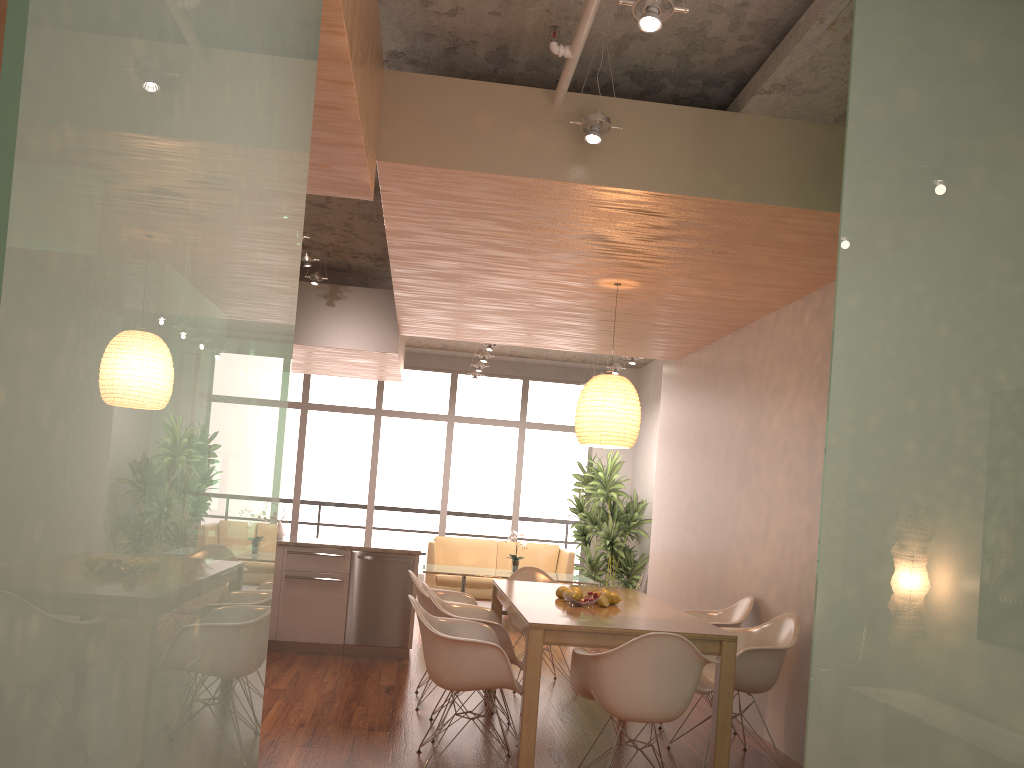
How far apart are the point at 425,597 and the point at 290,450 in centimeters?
706cm

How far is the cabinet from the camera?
7.03m

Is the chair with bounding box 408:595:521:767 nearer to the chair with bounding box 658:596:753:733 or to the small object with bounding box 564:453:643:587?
the chair with bounding box 658:596:753:733

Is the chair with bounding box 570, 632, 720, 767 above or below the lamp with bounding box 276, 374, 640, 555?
below

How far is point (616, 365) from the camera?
10.25m

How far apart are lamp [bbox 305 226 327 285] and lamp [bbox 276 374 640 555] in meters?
2.1

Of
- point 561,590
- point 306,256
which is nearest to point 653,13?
point 561,590

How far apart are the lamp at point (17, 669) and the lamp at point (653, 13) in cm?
133

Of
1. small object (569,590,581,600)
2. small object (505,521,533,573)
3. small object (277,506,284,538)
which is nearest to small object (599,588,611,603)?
small object (569,590,581,600)

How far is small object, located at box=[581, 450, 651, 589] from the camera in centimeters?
1080cm
